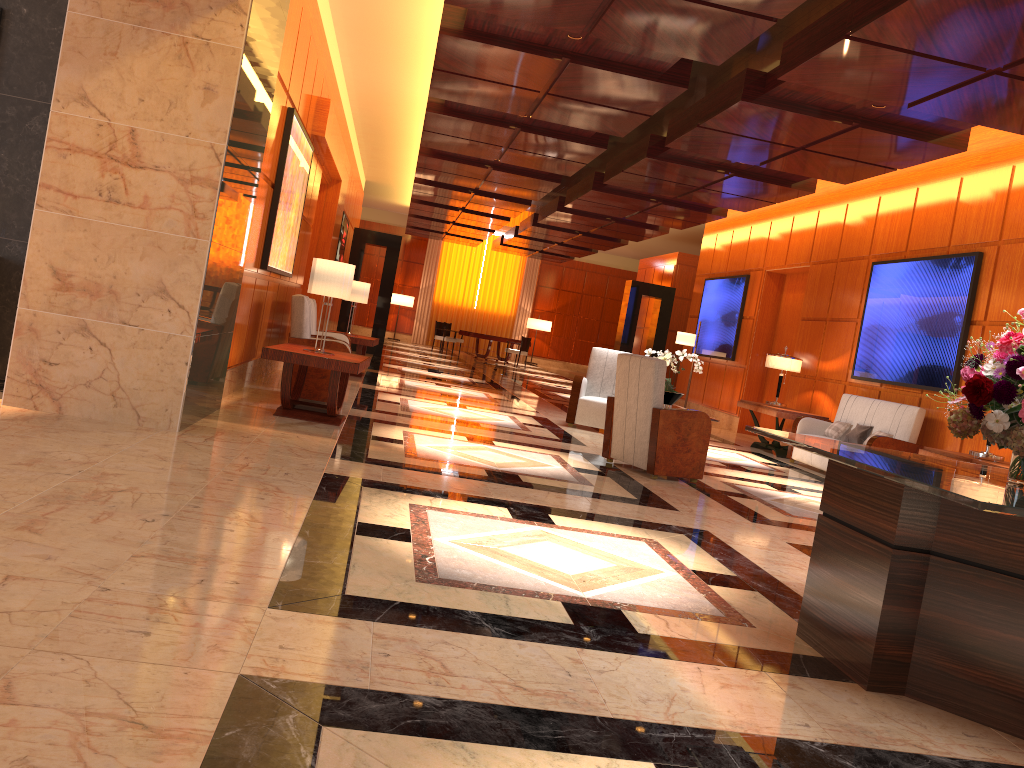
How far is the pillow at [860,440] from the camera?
9.8m

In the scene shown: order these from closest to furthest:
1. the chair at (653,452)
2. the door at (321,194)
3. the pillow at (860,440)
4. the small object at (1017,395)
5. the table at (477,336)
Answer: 1. the small object at (1017,395)
2. the chair at (653,452)
3. the pillow at (860,440)
4. the door at (321,194)
5. the table at (477,336)

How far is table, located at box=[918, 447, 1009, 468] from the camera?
7.20m

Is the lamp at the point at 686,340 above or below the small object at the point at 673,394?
above

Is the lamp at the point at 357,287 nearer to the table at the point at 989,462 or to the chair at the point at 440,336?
the table at the point at 989,462

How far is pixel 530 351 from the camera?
30.3m

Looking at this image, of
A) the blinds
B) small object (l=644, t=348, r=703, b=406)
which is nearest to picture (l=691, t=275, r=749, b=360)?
small object (l=644, t=348, r=703, b=406)

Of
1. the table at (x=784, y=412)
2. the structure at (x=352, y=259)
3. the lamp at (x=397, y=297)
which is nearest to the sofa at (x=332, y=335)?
the table at (x=784, y=412)

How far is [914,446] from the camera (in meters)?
9.03

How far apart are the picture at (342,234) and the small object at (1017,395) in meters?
14.1
